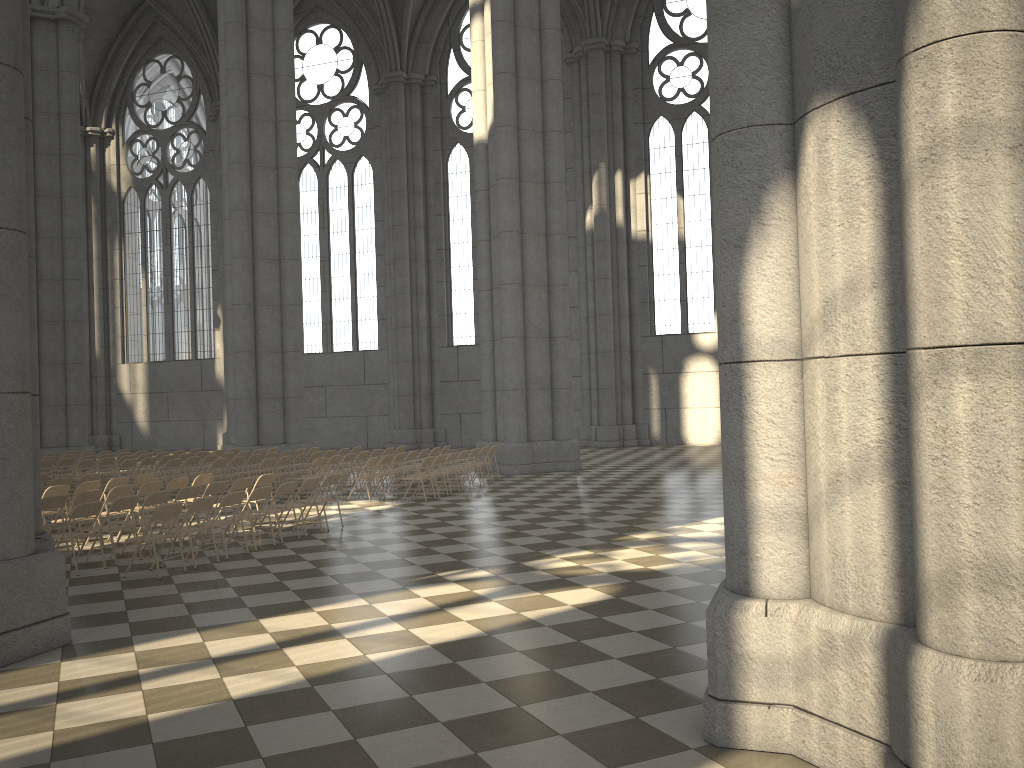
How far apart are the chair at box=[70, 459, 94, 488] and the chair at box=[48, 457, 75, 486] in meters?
1.2 m

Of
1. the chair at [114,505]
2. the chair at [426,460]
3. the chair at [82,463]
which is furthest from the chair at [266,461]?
the chair at [114,505]

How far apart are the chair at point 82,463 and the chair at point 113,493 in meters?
7.5 m

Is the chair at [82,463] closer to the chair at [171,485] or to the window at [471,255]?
the chair at [171,485]

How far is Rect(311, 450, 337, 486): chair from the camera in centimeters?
1970cm

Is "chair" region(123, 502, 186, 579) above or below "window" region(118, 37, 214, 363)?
below

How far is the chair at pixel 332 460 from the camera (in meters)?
17.67

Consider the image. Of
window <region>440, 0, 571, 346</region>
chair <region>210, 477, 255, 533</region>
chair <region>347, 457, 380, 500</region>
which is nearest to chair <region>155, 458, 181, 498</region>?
chair <region>347, 457, 380, 500</region>

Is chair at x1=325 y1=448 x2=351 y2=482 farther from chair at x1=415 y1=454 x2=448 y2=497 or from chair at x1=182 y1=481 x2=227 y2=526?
chair at x1=182 y1=481 x2=227 y2=526

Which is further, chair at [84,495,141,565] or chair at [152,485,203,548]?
chair at [152,485,203,548]
